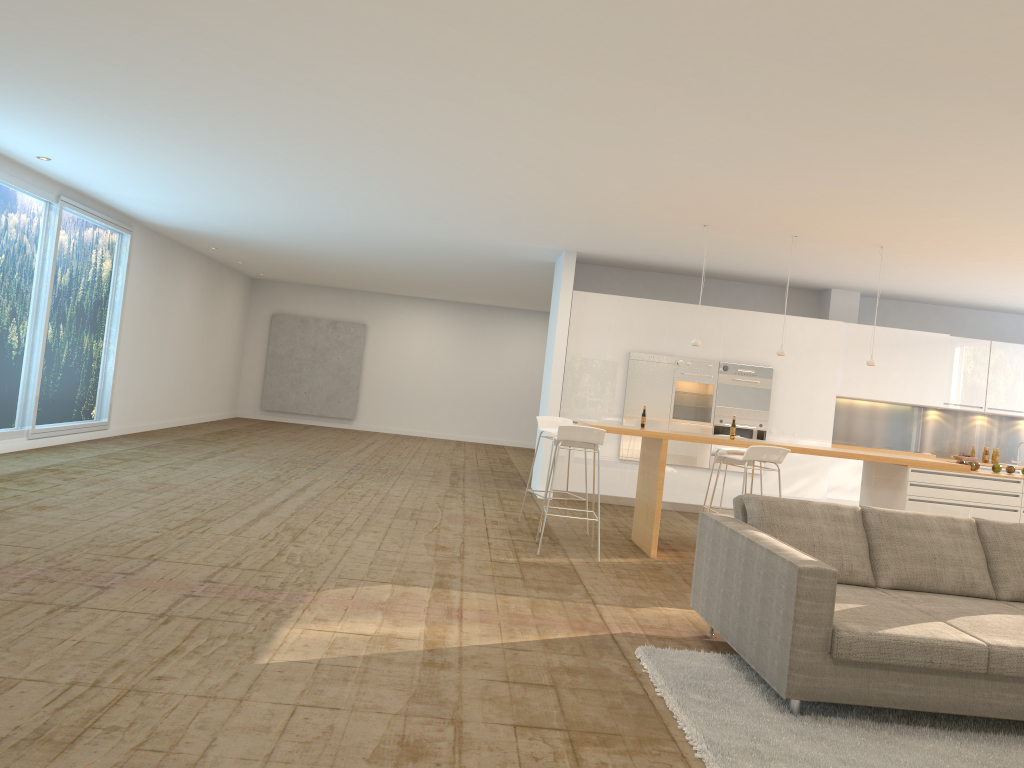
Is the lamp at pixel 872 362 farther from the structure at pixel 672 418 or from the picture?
the picture

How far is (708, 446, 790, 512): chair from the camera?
7.07m

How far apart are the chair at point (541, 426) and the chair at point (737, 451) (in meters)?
1.57

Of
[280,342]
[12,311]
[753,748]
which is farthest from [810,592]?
[280,342]

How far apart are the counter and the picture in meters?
11.9 m

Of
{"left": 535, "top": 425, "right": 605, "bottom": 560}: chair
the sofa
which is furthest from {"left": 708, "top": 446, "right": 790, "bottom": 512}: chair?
the sofa

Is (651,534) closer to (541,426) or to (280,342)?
(541,426)

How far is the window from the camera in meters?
9.4 m

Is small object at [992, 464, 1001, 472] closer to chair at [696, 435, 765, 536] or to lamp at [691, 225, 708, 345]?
chair at [696, 435, 765, 536]

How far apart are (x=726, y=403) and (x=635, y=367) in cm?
120
